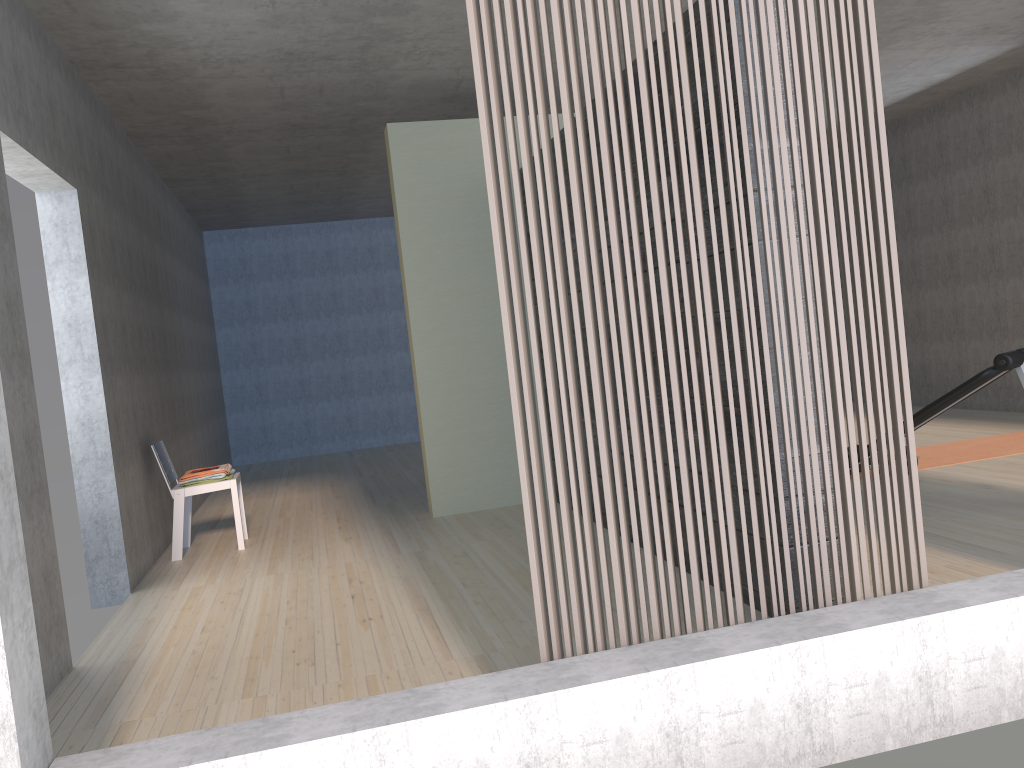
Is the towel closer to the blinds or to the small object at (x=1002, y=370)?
the blinds

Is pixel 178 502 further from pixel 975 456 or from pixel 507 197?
pixel 975 456

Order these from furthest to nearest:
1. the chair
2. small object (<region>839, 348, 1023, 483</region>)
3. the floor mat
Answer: the floor mat → the chair → small object (<region>839, 348, 1023, 483</region>)

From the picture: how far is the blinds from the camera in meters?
2.2 m

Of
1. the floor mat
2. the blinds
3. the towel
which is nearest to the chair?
the towel

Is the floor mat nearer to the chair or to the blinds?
the blinds

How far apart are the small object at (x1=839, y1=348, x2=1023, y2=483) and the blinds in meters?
2.0 m

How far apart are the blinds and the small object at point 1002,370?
2.0m

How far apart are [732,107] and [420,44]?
3.1 meters

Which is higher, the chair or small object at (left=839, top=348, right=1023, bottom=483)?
small object at (left=839, top=348, right=1023, bottom=483)
